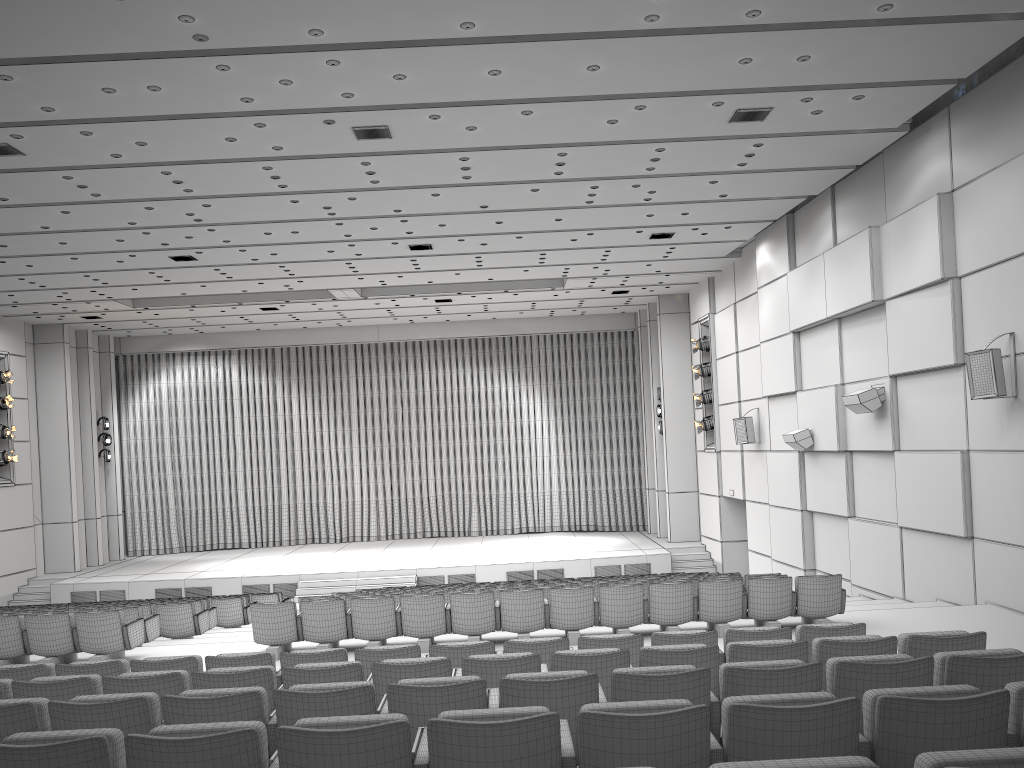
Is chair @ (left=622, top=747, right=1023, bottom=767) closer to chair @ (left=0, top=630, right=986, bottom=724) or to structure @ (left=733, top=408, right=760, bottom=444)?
chair @ (left=0, top=630, right=986, bottom=724)

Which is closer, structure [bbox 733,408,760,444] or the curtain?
structure [bbox 733,408,760,444]

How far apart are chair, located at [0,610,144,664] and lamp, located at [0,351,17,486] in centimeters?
1319cm

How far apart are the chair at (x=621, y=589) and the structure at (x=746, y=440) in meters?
8.4 m

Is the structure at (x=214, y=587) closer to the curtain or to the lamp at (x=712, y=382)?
the curtain

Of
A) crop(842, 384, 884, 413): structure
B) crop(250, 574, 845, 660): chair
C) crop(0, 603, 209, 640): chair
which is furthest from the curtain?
crop(250, 574, 845, 660): chair

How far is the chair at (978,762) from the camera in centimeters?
221cm

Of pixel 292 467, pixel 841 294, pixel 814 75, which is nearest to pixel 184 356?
pixel 292 467

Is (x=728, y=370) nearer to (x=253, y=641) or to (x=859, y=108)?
(x=859, y=108)

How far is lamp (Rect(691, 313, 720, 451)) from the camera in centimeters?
2115cm
